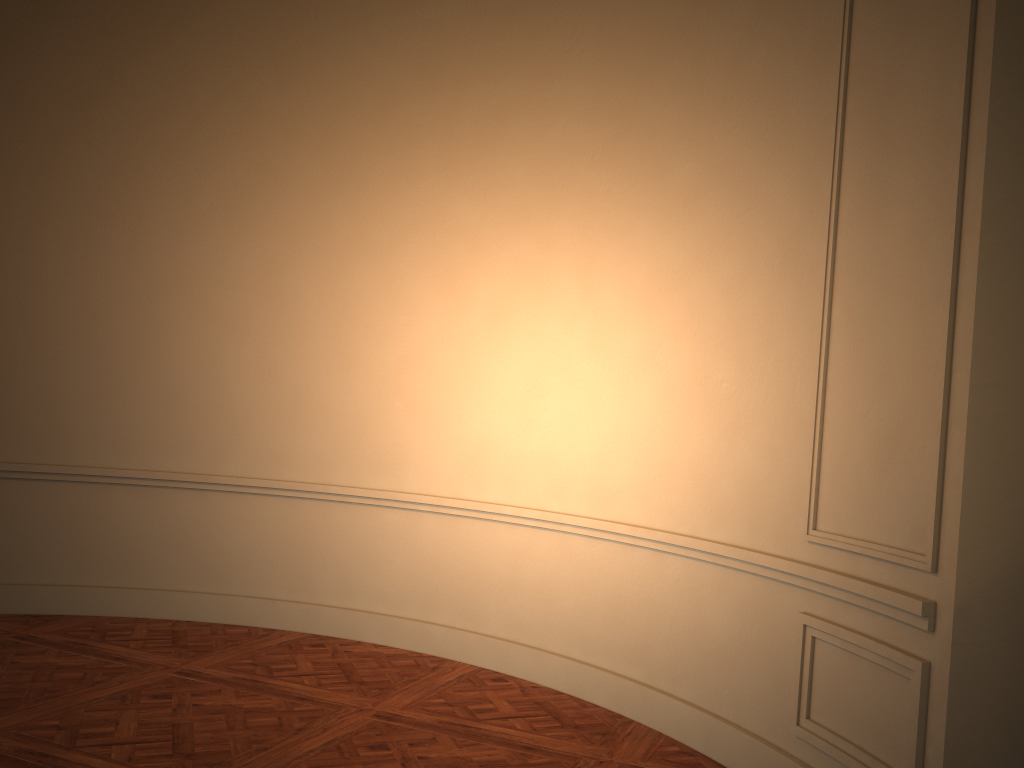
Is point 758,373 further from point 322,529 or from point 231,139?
point 231,139
